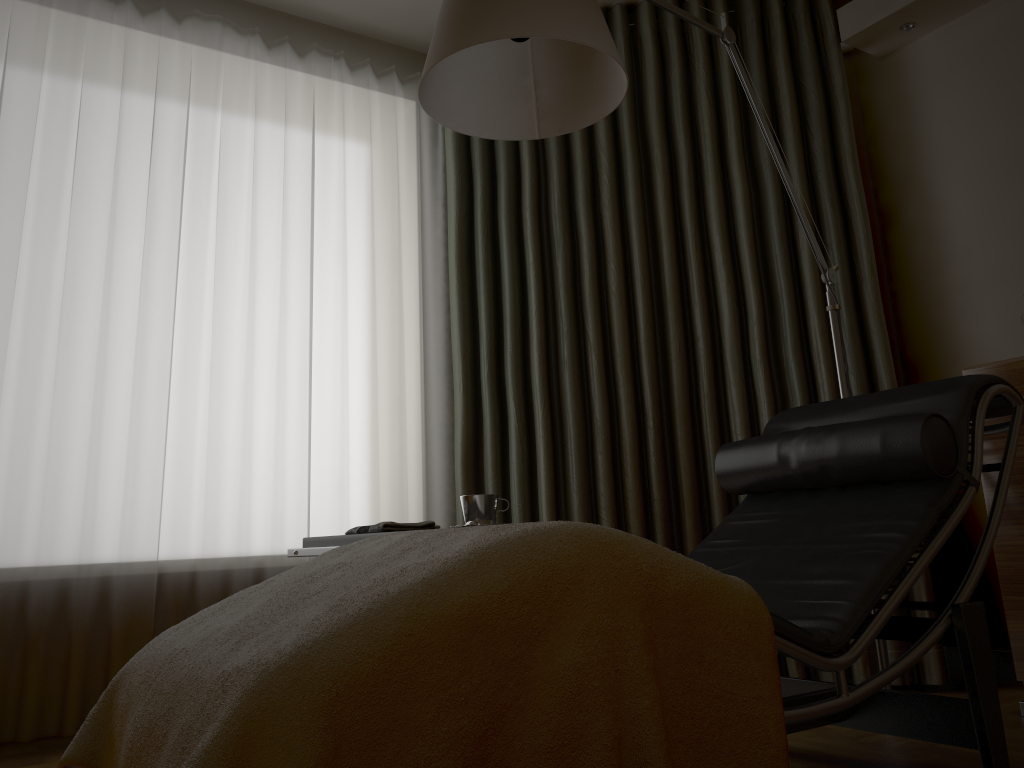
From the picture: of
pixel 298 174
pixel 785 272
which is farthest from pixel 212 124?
pixel 785 272

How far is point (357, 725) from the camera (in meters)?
0.99

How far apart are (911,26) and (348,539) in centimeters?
255cm

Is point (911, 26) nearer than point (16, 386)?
No

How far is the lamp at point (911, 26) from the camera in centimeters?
303cm

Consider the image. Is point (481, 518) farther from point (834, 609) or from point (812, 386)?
point (812, 386)

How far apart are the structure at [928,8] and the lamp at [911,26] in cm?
2

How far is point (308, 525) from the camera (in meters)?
2.88

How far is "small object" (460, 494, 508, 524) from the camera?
2.15m

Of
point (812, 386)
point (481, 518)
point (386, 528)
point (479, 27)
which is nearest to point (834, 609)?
point (481, 518)
